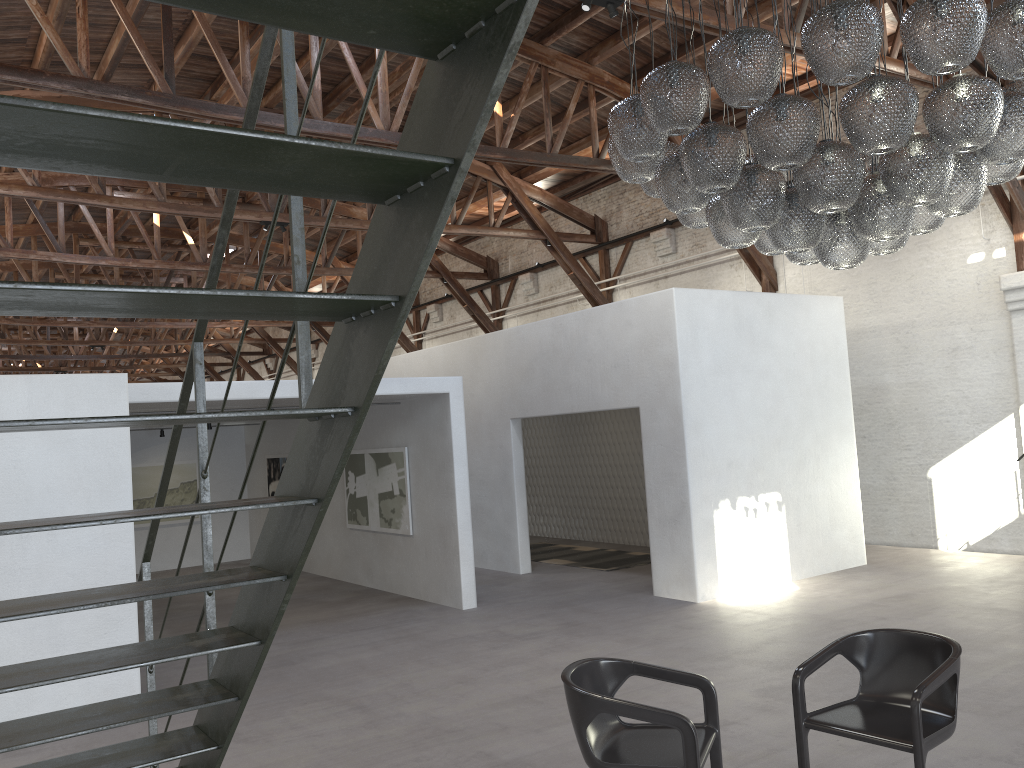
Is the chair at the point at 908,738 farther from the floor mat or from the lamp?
the floor mat

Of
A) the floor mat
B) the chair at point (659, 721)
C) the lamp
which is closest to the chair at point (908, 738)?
the chair at point (659, 721)

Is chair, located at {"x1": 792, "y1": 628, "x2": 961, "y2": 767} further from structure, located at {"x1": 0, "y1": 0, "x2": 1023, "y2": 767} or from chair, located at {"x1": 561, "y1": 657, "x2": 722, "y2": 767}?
structure, located at {"x1": 0, "y1": 0, "x2": 1023, "y2": 767}

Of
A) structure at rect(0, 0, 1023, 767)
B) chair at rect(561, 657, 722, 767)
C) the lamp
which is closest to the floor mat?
the lamp

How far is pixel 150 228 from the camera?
19.1m

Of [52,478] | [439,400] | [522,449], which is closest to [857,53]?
[52,478]

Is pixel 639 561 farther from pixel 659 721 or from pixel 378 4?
pixel 378 4

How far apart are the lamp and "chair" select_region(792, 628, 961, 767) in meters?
2.0 m

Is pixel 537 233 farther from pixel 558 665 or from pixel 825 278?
pixel 558 665

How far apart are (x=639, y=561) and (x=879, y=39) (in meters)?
8.90
